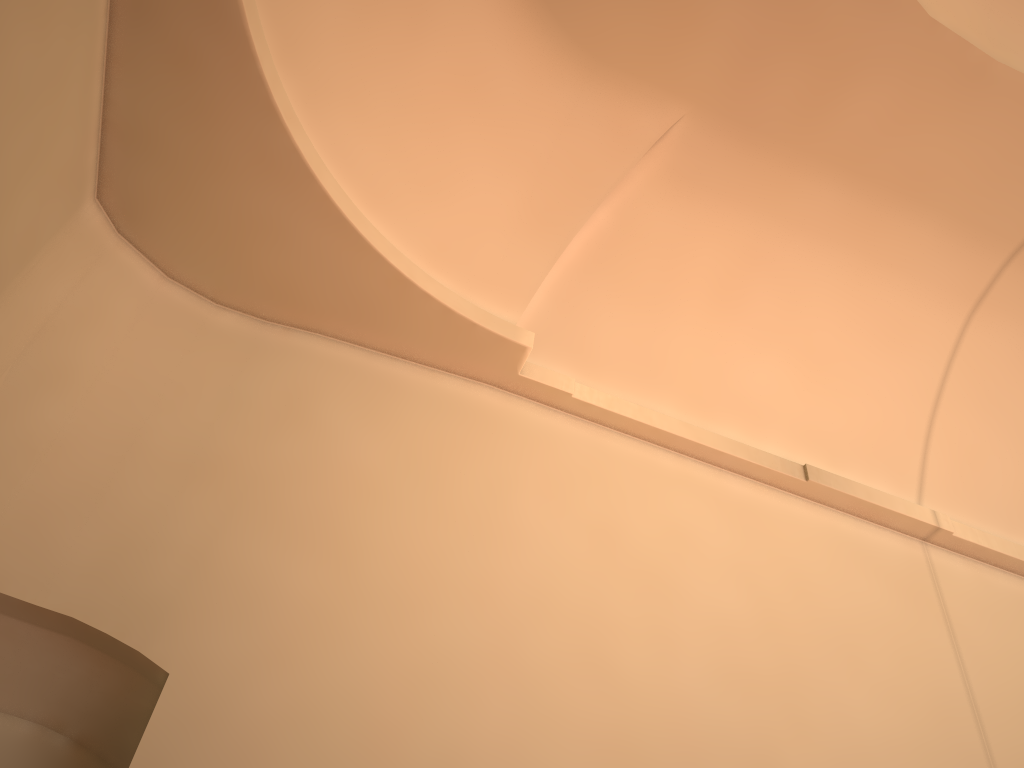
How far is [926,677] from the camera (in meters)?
5.14
